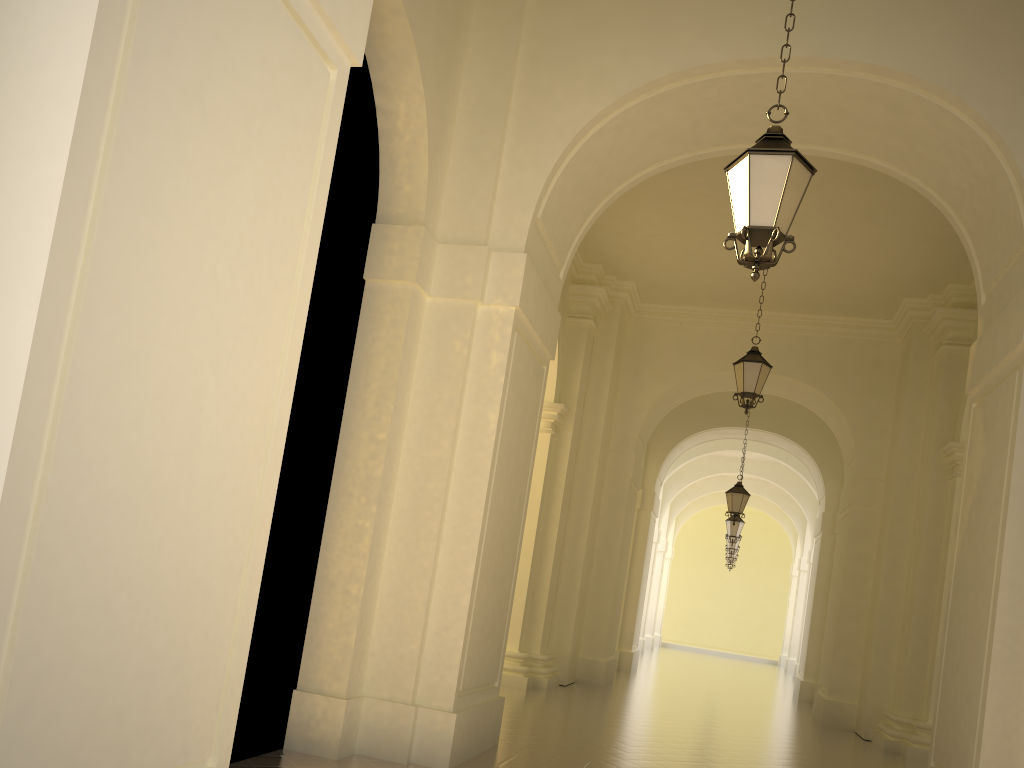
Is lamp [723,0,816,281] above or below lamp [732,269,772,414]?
below

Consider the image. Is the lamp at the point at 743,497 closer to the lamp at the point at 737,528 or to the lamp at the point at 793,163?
the lamp at the point at 737,528

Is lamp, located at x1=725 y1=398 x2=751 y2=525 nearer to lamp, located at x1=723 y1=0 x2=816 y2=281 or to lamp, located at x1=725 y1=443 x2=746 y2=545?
lamp, located at x1=725 y1=443 x2=746 y2=545

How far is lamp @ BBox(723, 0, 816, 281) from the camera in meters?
4.9 m

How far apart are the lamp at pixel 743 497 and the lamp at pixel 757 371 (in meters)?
6.23

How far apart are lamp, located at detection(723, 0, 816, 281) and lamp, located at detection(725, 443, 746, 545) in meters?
17.7 m

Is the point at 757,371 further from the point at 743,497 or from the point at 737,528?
the point at 737,528

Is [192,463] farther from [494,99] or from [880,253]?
[880,253]

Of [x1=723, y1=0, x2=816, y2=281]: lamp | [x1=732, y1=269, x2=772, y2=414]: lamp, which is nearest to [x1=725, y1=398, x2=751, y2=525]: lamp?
[x1=732, y1=269, x2=772, y2=414]: lamp

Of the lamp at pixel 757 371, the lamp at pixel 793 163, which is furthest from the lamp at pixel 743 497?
the lamp at pixel 793 163
